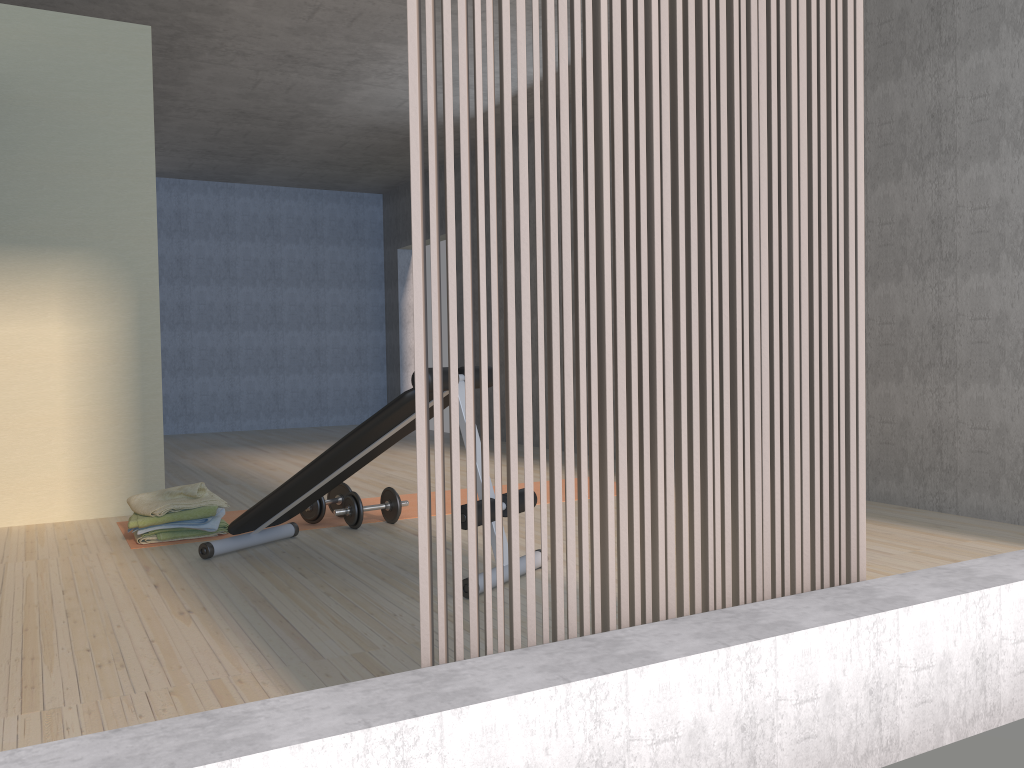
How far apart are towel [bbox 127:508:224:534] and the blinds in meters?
2.6 m

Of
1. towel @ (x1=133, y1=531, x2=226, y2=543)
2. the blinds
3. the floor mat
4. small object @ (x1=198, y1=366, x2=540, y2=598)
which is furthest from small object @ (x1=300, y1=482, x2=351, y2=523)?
the blinds

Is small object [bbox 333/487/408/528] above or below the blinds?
below

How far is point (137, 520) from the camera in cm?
377

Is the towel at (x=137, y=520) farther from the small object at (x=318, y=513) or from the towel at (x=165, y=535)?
the small object at (x=318, y=513)

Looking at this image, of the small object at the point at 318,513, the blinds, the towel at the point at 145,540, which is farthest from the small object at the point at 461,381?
the blinds

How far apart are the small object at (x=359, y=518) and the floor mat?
0.1m

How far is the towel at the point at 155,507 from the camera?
3.82m

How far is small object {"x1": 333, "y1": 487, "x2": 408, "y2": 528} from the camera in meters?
4.0

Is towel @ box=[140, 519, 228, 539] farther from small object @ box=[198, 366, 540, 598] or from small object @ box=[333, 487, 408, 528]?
small object @ box=[333, 487, 408, 528]
